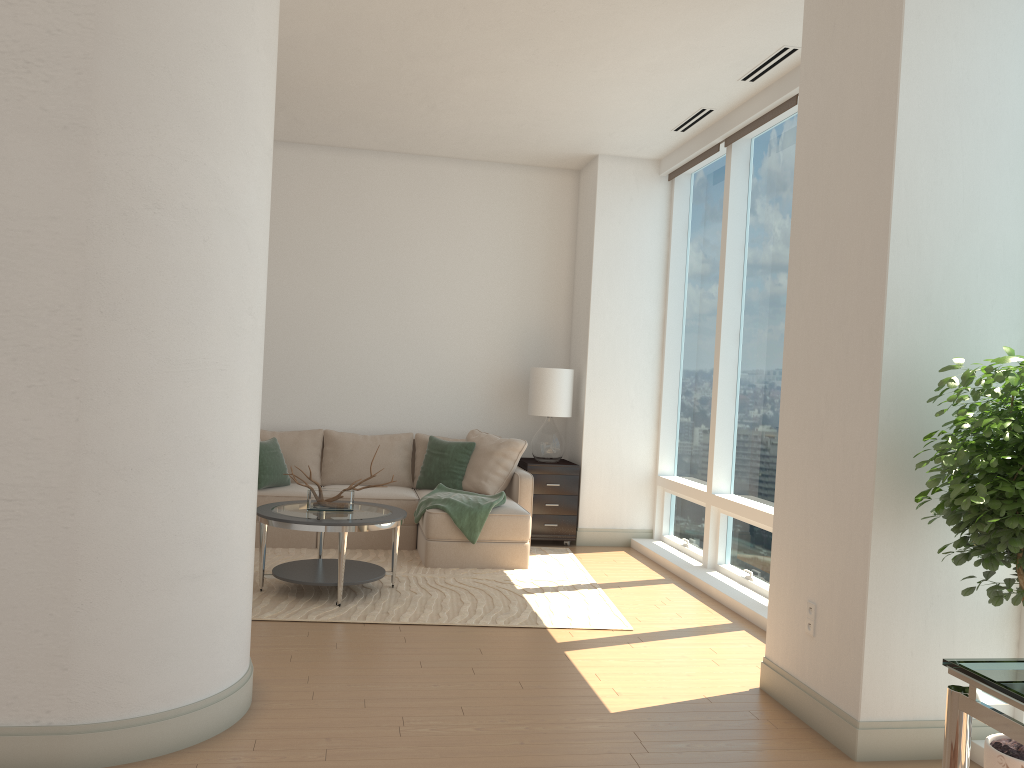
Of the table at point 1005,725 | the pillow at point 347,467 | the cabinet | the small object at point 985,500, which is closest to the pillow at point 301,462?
the pillow at point 347,467

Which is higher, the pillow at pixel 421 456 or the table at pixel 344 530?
the pillow at pixel 421 456

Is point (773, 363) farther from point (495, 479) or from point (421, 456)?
point (421, 456)

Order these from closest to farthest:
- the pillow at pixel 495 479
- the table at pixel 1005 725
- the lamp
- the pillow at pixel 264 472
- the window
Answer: the table at pixel 1005 725 → the window → the pillow at pixel 264 472 → the pillow at pixel 495 479 → the lamp

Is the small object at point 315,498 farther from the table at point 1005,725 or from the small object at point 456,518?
the table at point 1005,725

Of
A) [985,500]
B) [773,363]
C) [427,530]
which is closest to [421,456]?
[427,530]

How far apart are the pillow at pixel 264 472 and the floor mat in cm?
53

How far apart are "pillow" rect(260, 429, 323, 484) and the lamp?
1.8 meters

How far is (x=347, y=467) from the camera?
7.5m

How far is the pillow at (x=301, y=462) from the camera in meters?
7.5 m
